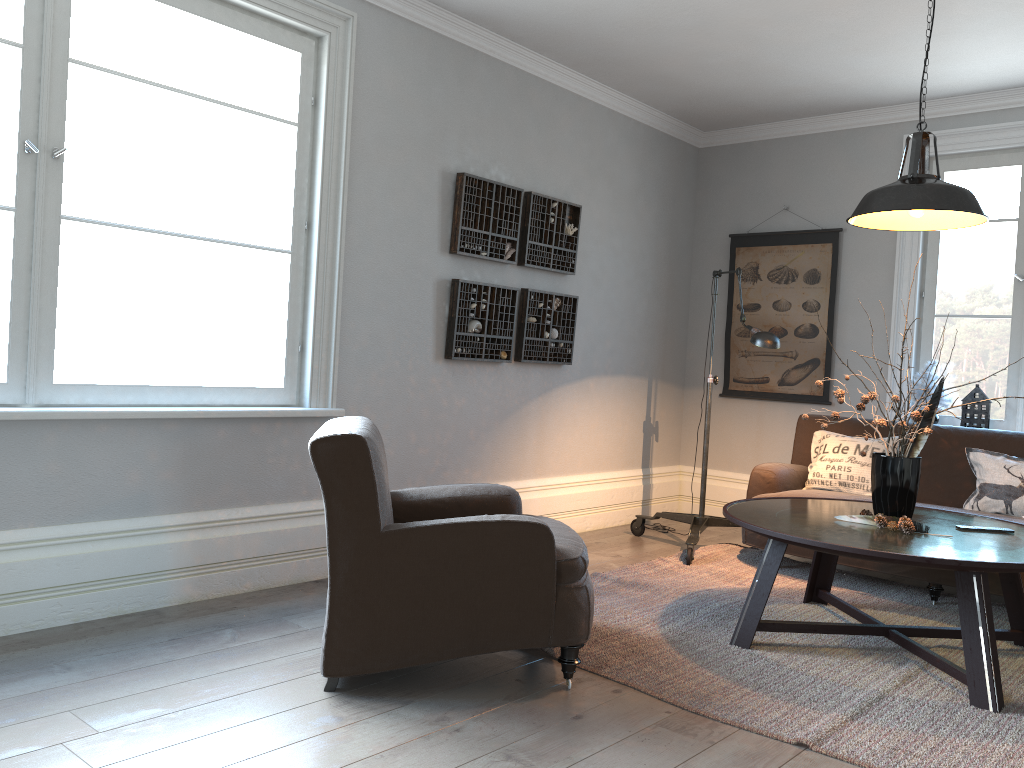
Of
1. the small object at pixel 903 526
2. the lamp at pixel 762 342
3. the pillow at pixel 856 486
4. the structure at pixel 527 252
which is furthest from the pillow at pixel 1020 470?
the structure at pixel 527 252

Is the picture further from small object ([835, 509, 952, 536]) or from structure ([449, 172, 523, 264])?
small object ([835, 509, 952, 536])

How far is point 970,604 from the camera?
2.9m

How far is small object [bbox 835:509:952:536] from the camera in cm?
324

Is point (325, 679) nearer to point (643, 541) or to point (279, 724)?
point (279, 724)

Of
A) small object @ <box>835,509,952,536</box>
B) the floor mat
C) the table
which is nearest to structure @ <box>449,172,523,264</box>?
the floor mat

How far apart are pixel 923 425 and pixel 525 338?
2.22m

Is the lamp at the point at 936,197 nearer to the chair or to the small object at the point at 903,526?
the small object at the point at 903,526

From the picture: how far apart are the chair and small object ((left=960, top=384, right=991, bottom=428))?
3.04m

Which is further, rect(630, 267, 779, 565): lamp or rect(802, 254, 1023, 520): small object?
rect(630, 267, 779, 565): lamp
